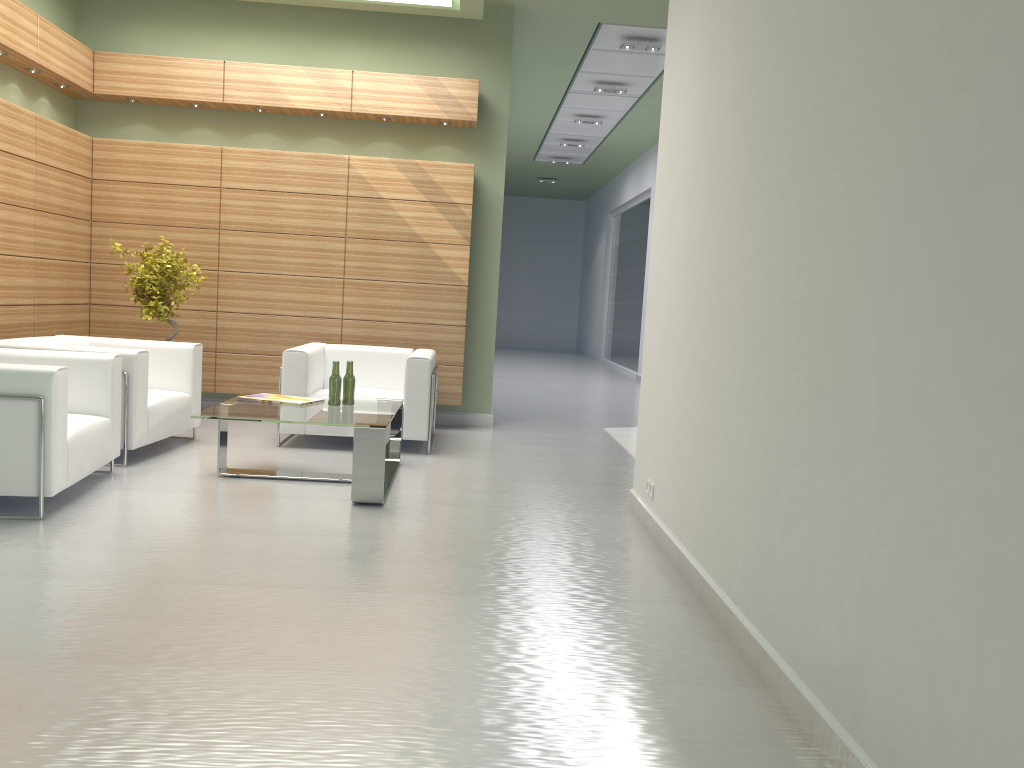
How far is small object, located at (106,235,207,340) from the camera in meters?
11.3

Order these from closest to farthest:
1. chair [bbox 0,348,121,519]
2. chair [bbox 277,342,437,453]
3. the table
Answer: chair [bbox 0,348,121,519], the table, chair [bbox 277,342,437,453]

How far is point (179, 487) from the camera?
8.5 meters

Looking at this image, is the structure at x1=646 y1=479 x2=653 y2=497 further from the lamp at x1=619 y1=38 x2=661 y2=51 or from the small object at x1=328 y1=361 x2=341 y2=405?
the lamp at x1=619 y1=38 x2=661 y2=51

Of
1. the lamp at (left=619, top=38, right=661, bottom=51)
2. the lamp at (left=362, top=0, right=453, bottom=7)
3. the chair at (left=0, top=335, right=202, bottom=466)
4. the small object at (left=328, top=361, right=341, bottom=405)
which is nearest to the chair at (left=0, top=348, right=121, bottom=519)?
the chair at (left=0, top=335, right=202, bottom=466)

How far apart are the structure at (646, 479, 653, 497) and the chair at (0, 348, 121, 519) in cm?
499

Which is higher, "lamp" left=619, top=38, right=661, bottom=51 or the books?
"lamp" left=619, top=38, right=661, bottom=51

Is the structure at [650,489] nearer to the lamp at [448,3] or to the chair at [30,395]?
the chair at [30,395]

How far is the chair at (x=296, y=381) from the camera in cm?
1085

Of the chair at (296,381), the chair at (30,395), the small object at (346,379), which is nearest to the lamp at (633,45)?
the chair at (296,381)
